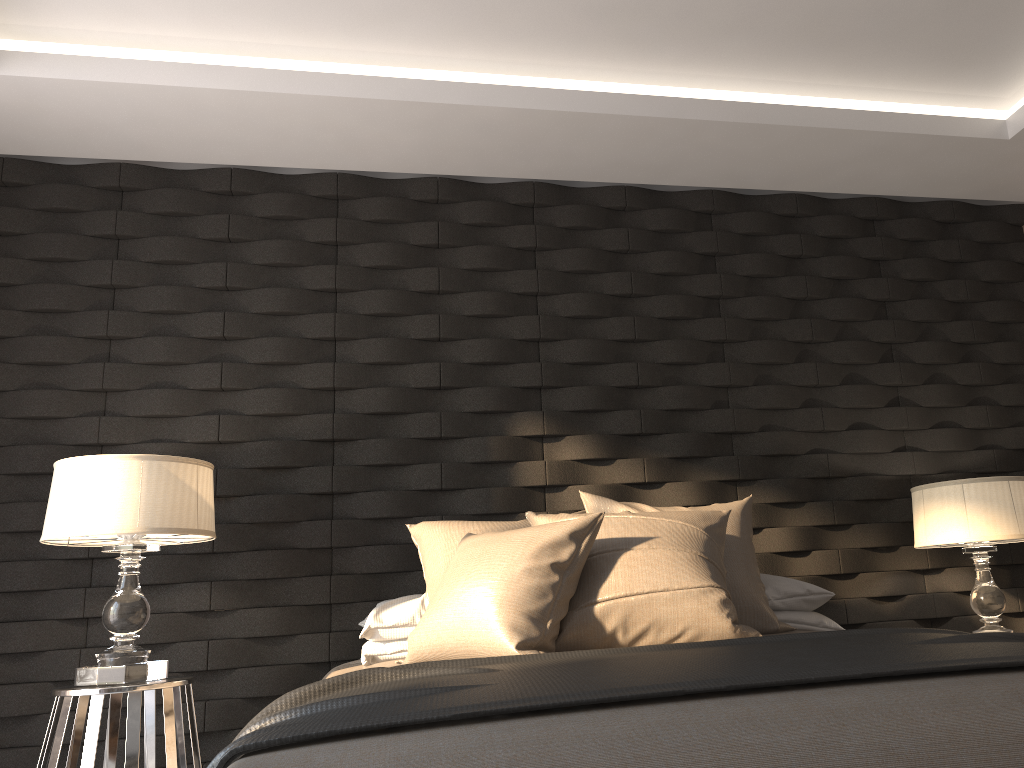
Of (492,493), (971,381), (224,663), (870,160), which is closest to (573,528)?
(492,493)

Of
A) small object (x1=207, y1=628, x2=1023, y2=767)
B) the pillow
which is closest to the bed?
small object (x1=207, y1=628, x2=1023, y2=767)

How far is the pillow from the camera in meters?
2.2 m

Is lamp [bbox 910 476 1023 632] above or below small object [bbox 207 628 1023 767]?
above

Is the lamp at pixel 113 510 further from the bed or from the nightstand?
the bed

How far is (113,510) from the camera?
2.56m

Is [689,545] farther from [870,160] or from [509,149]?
[870,160]

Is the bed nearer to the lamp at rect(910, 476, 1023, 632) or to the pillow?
the pillow

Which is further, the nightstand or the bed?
the nightstand

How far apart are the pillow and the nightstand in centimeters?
75cm
